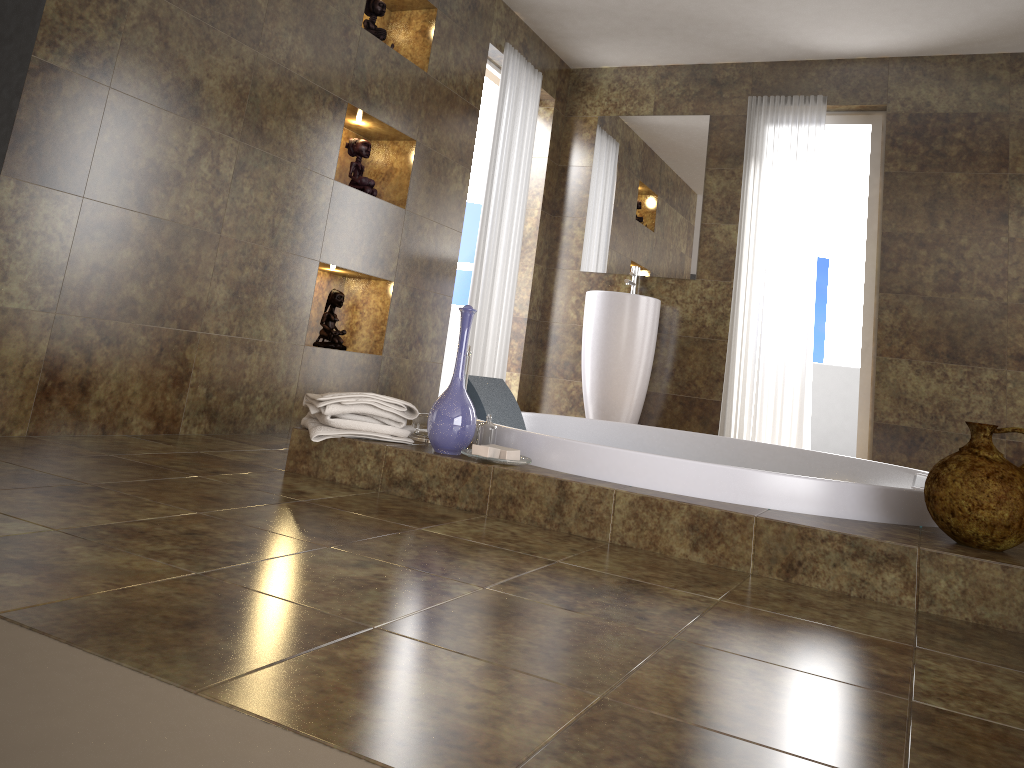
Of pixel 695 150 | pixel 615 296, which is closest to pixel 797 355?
pixel 615 296

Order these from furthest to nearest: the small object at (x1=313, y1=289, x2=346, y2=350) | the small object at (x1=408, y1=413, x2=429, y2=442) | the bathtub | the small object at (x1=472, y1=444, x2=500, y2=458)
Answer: the small object at (x1=313, y1=289, x2=346, y2=350) < the small object at (x1=408, y1=413, x2=429, y2=442) < the small object at (x1=472, y1=444, x2=500, y2=458) < the bathtub

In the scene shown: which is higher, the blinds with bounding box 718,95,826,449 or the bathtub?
the blinds with bounding box 718,95,826,449

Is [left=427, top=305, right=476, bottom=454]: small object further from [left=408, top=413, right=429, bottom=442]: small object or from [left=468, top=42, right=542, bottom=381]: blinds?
[left=468, top=42, right=542, bottom=381]: blinds

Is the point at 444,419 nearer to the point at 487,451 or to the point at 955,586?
the point at 487,451

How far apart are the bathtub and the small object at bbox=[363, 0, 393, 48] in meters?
1.6 m

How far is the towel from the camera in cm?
252

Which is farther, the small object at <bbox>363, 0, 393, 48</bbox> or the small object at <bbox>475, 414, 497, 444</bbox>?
the small object at <bbox>363, 0, 393, 48</bbox>

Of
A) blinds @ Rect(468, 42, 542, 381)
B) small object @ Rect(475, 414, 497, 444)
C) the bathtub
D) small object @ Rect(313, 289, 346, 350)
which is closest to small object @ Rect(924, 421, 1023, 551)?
the bathtub

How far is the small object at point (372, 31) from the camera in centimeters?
390cm
